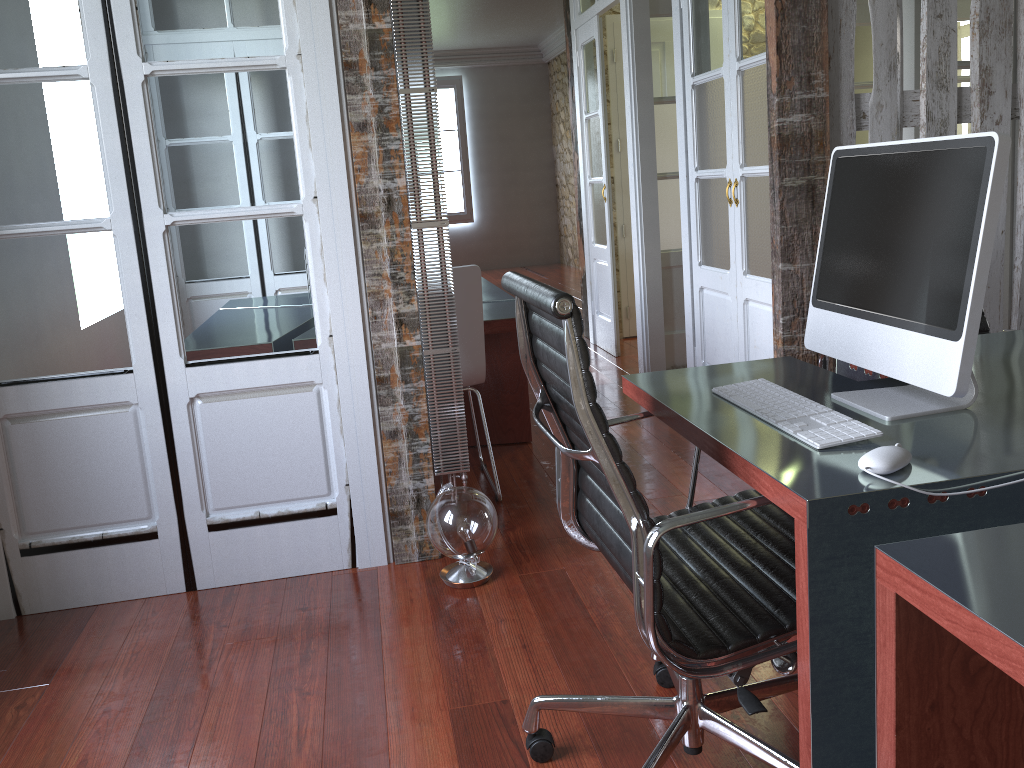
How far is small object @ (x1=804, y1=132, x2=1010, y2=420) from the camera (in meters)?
1.38

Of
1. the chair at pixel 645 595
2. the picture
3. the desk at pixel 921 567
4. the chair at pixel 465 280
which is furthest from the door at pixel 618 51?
the picture

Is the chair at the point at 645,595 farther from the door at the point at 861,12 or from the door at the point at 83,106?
the door at the point at 861,12

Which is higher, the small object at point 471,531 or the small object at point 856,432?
the small object at point 856,432

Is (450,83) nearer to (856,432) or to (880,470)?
(856,432)

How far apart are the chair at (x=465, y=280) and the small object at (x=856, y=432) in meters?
1.5

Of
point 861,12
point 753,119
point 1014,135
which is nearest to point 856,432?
point 753,119

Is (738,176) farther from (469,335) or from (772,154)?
(469,335)

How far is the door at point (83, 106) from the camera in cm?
251

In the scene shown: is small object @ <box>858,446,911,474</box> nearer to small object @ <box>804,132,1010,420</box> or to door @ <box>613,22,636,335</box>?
small object @ <box>804,132,1010,420</box>
